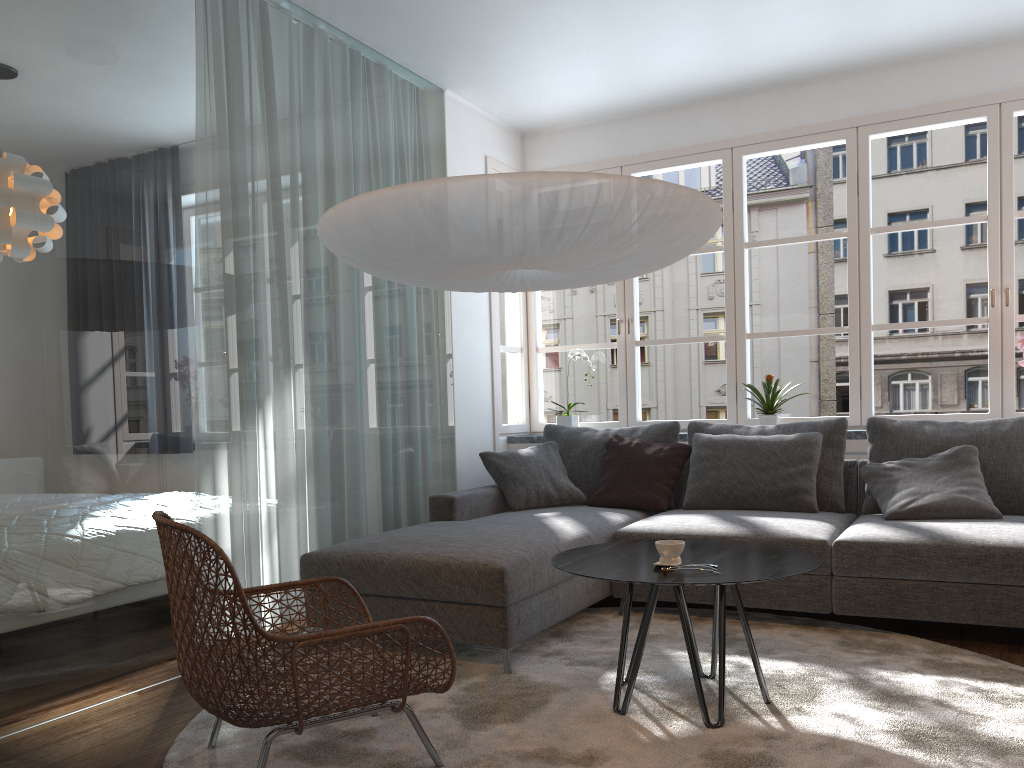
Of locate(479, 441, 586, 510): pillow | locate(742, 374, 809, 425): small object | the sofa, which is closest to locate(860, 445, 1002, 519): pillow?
the sofa

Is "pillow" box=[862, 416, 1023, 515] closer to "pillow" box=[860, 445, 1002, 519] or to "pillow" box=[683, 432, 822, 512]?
"pillow" box=[860, 445, 1002, 519]

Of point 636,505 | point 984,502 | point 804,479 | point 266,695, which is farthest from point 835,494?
point 266,695

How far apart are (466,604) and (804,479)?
1.91m

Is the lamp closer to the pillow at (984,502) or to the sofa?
the sofa

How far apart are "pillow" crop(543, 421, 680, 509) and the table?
1.7m

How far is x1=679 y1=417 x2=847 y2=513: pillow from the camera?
4.3m

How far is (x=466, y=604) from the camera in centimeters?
323cm

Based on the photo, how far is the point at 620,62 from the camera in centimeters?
479cm

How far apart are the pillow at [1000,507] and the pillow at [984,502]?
0.05m
